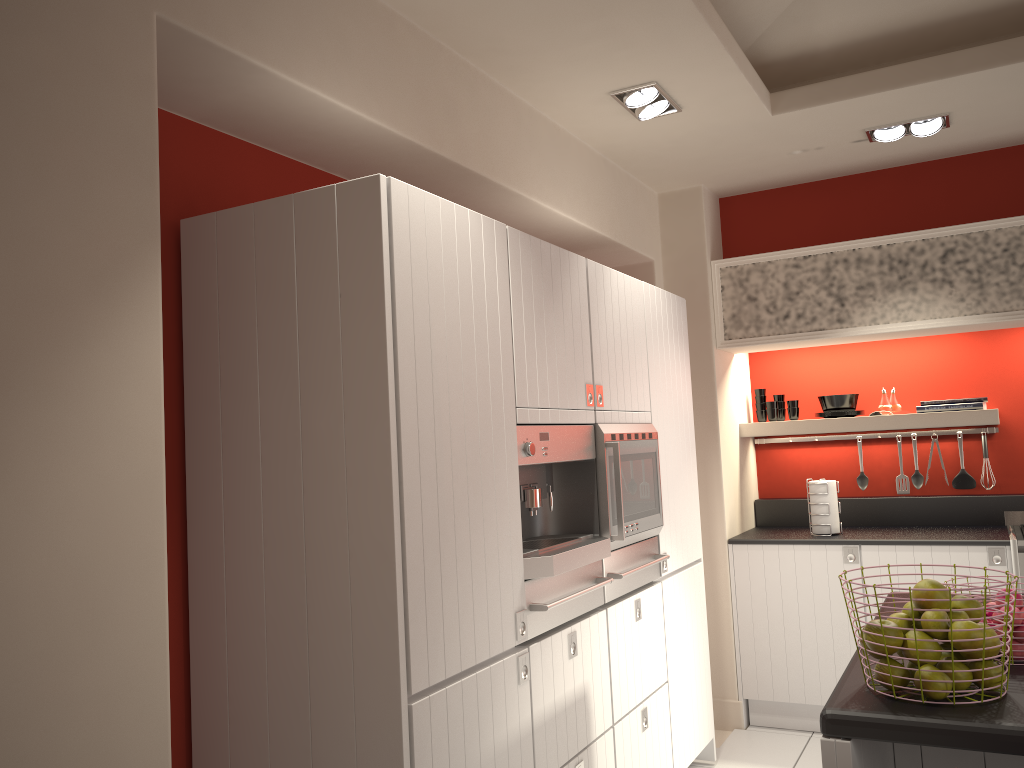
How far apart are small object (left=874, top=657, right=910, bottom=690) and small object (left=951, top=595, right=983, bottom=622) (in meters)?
0.20

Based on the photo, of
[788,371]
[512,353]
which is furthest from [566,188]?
[788,371]

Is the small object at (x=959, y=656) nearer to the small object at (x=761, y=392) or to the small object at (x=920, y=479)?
the small object at (x=920, y=479)

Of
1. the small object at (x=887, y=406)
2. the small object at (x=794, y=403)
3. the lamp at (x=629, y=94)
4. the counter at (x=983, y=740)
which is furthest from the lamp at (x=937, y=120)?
the counter at (x=983, y=740)

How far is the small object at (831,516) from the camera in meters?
4.8 m

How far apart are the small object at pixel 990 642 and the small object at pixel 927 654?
0.1m

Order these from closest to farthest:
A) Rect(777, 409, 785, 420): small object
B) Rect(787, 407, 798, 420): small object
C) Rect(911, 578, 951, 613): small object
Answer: Rect(911, 578, 951, 613): small object
Rect(787, 407, 798, 420): small object
Rect(777, 409, 785, 420): small object

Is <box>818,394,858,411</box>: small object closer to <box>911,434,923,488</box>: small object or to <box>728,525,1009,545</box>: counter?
<box>911,434,923,488</box>: small object

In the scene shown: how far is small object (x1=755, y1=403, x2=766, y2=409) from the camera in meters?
5.5 m

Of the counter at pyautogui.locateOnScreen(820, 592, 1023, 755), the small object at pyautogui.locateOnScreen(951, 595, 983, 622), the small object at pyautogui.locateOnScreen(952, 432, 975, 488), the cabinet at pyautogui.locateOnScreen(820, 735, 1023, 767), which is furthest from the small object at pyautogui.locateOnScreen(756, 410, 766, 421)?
the small object at pyautogui.locateOnScreen(951, 595, 983, 622)
